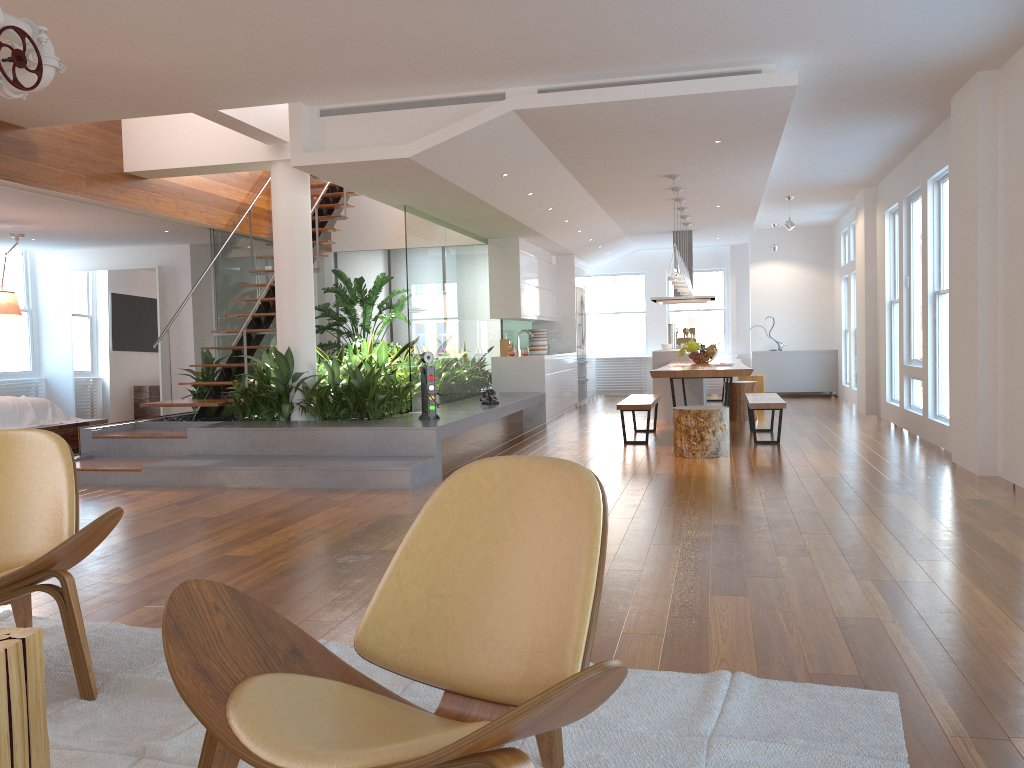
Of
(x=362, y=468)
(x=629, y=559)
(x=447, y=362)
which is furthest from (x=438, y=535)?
(x=447, y=362)

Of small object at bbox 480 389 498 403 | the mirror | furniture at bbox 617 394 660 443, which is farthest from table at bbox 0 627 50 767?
the mirror

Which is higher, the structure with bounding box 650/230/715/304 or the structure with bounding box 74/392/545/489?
the structure with bounding box 650/230/715/304

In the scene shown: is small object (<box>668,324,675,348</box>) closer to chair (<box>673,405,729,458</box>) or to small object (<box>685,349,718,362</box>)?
small object (<box>685,349,718,362</box>)

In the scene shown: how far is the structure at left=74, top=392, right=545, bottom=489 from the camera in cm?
622

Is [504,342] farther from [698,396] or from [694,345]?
[694,345]

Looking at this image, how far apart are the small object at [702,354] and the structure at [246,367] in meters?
4.2 m

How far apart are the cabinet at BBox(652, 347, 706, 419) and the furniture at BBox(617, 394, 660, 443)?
1.7 meters

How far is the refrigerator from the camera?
13.5 meters

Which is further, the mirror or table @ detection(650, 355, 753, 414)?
the mirror
